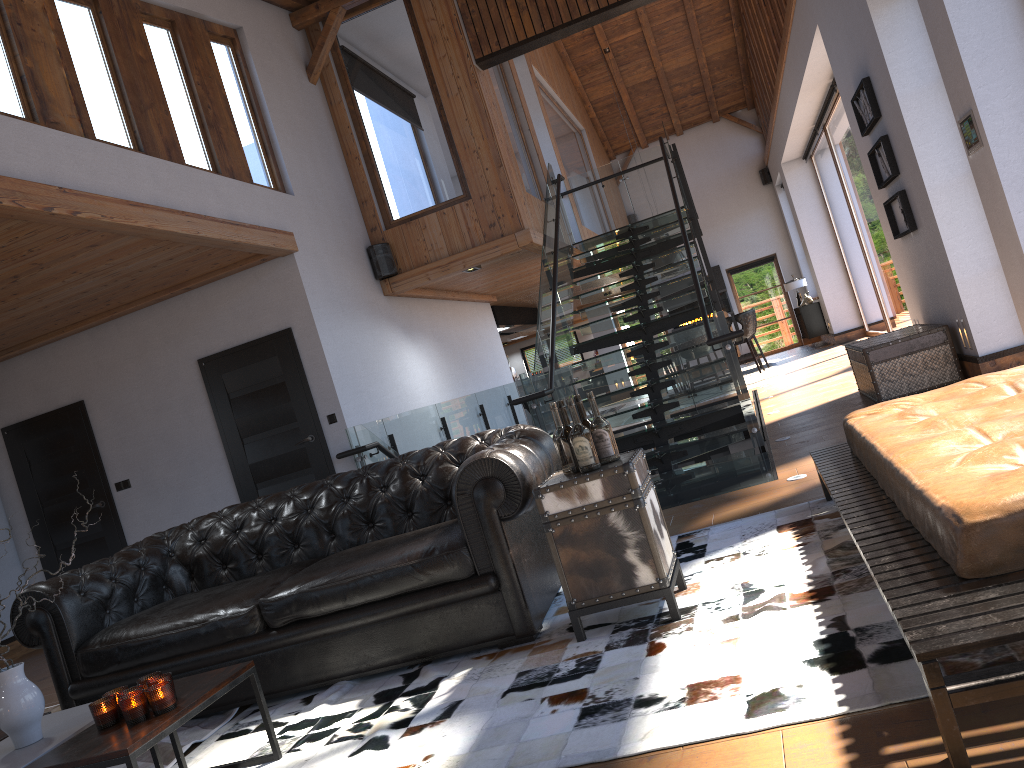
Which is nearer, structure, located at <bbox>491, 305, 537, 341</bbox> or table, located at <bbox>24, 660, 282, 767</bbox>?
table, located at <bbox>24, 660, 282, 767</bbox>

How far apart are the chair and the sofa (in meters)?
10.93

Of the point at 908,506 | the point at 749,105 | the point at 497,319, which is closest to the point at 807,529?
the point at 908,506

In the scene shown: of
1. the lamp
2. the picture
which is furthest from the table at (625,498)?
the lamp

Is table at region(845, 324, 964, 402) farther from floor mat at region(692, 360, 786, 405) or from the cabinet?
the cabinet

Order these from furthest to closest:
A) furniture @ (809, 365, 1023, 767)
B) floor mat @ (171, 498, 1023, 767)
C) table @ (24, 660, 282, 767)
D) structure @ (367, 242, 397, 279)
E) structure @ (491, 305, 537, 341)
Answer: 1. structure @ (491, 305, 537, 341)
2. structure @ (367, 242, 397, 279)
3. table @ (24, 660, 282, 767)
4. floor mat @ (171, 498, 1023, 767)
5. furniture @ (809, 365, 1023, 767)

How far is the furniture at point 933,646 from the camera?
1.7m

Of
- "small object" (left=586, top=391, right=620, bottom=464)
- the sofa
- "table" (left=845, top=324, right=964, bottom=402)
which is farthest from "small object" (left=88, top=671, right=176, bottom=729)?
"table" (left=845, top=324, right=964, bottom=402)

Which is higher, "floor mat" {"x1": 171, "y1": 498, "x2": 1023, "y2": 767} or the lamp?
the lamp

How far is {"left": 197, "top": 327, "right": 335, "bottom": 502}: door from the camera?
7.58m
